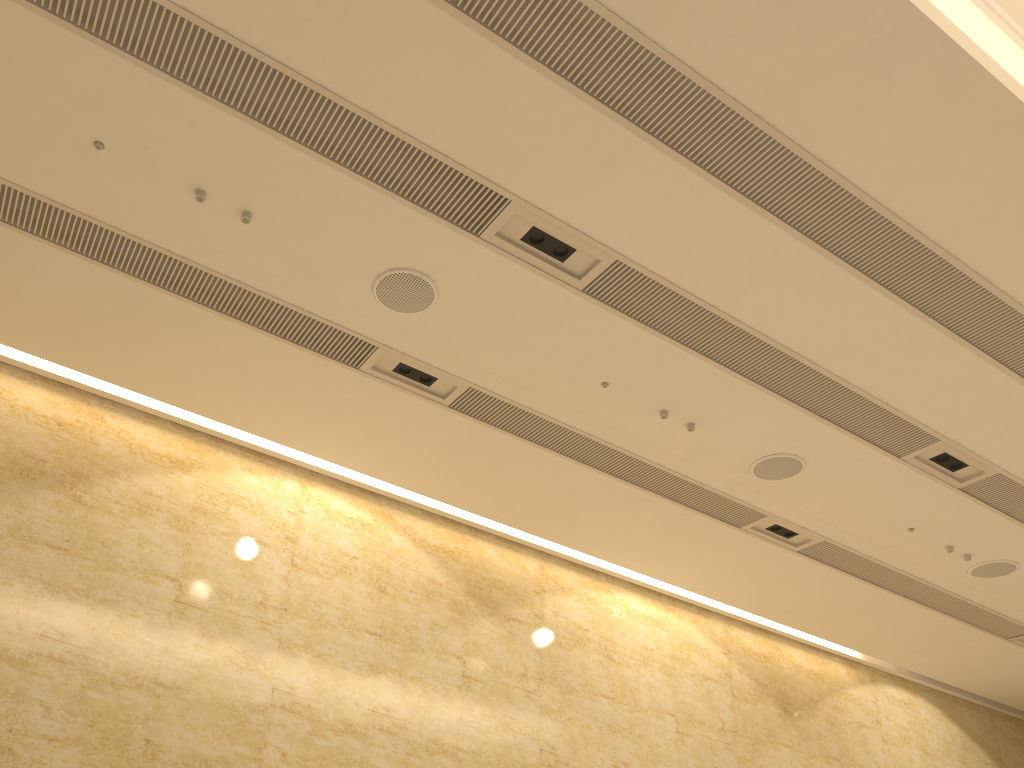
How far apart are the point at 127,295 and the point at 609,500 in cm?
468
